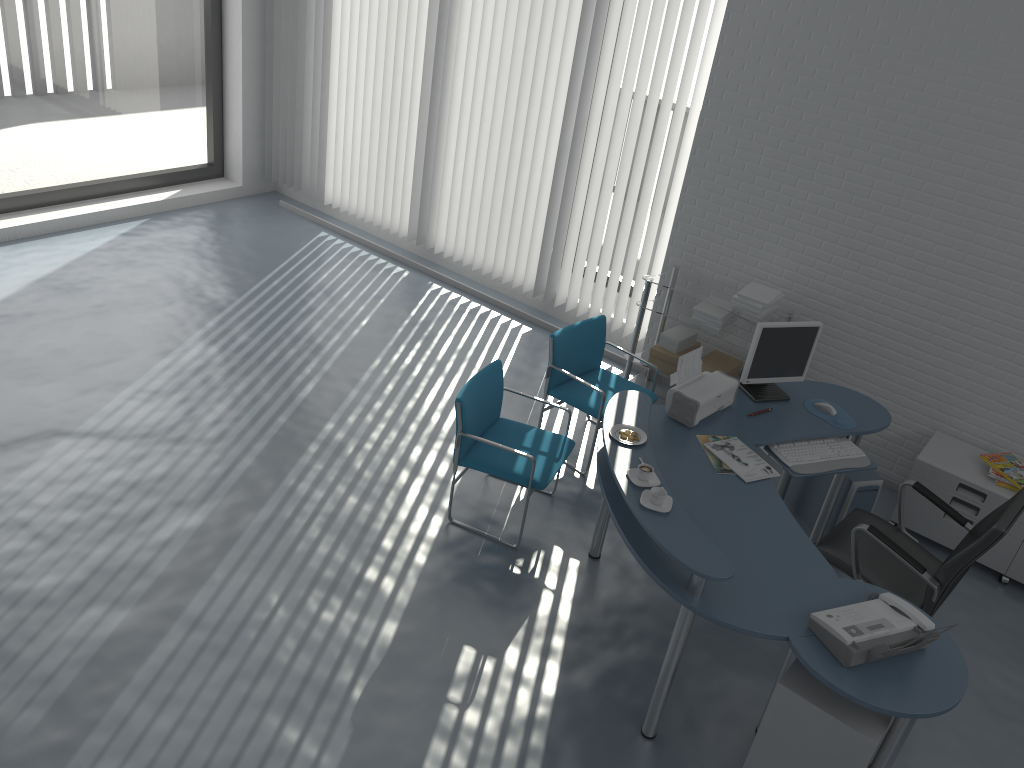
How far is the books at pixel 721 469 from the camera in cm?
384

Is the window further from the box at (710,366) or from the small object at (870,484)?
the small object at (870,484)

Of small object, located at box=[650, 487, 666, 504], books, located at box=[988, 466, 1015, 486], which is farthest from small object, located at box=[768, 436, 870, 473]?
small object, located at box=[650, 487, 666, 504]

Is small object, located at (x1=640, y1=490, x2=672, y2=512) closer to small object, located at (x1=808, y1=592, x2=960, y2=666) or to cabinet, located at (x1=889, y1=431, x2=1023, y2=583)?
small object, located at (x1=808, y1=592, x2=960, y2=666)

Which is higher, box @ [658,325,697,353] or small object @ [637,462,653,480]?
small object @ [637,462,653,480]

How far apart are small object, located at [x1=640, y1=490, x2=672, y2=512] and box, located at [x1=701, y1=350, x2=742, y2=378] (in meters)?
2.25

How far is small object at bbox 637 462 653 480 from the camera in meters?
3.4 m

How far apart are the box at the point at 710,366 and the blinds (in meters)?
0.72

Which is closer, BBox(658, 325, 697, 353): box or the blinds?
BBox(658, 325, 697, 353): box

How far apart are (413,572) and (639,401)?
1.3 meters
